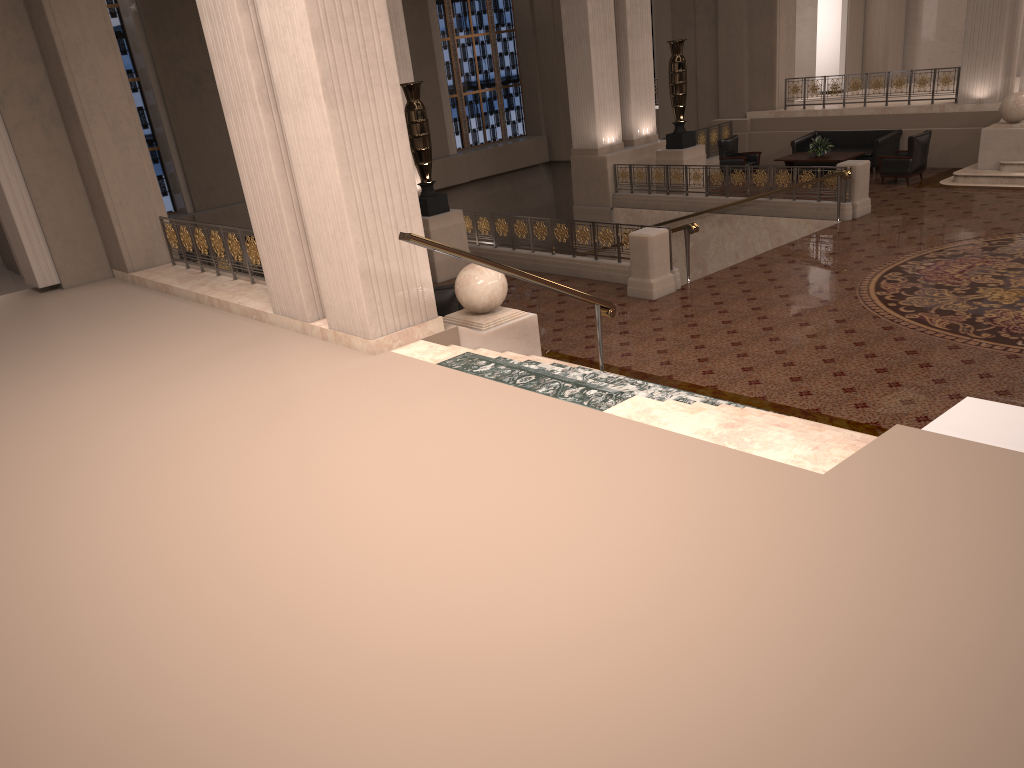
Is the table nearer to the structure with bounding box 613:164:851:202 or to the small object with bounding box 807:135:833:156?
the small object with bounding box 807:135:833:156

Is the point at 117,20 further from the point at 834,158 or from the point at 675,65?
the point at 834,158

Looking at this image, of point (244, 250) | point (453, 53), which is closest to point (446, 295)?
point (244, 250)

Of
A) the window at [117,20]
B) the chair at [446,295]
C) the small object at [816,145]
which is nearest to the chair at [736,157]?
the small object at [816,145]

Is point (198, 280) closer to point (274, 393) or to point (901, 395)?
point (274, 393)

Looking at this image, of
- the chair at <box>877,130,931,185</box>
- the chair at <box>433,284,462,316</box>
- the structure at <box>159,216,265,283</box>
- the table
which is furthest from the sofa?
the structure at <box>159,216,265,283</box>

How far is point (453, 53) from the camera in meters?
23.7 m

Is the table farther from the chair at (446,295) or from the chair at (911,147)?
the chair at (446,295)

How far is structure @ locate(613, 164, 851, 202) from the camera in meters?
15.5 m

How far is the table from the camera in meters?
17.1 m
